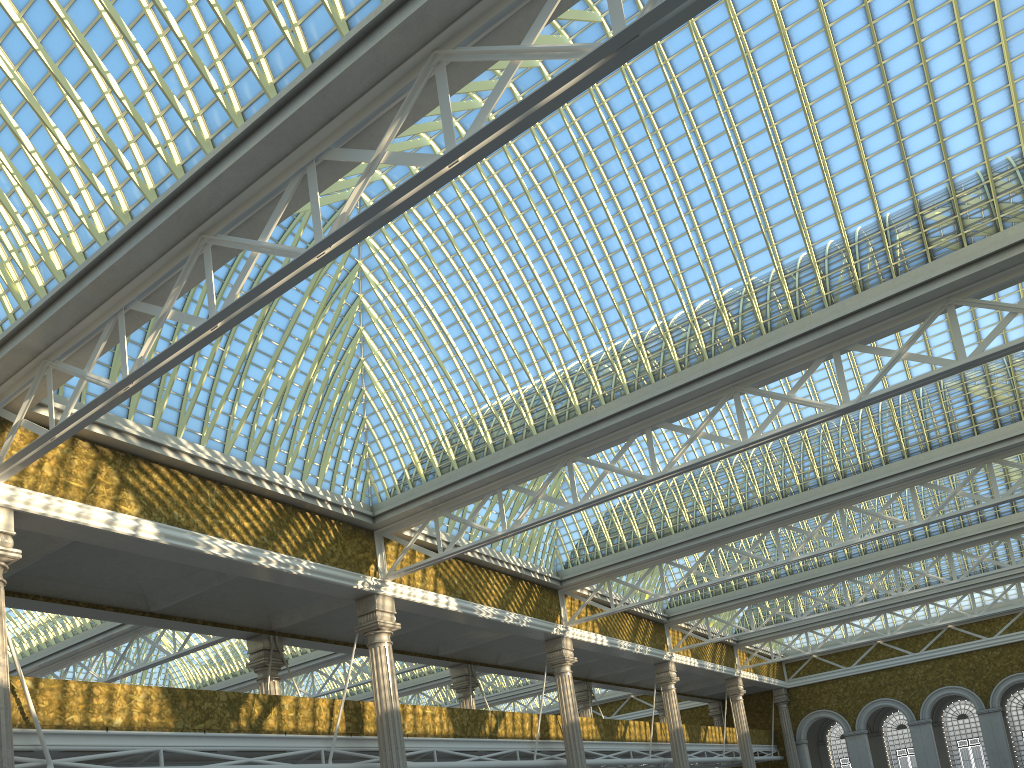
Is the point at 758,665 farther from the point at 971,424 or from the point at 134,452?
the point at 134,452

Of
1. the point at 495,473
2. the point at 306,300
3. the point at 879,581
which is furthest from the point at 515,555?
the point at 879,581

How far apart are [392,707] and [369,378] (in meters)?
8.73
